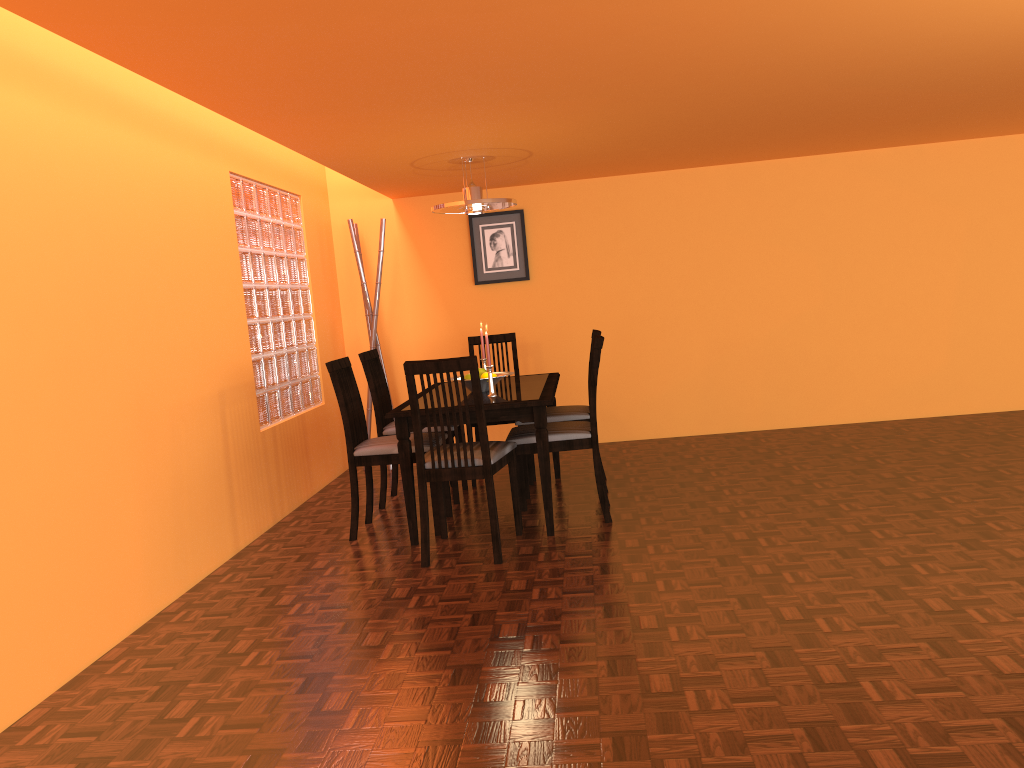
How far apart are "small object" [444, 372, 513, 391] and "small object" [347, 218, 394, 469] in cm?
154

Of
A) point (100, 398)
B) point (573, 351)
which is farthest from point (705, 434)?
point (100, 398)

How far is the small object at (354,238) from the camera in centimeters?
549cm

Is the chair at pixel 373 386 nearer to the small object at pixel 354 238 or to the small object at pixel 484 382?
the small object at pixel 484 382

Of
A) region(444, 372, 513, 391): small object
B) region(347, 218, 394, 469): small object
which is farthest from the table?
region(347, 218, 394, 469): small object

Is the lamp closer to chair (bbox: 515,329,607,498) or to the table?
the table

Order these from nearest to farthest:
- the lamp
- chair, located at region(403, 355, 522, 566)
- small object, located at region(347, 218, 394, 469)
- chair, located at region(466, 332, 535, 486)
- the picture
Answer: chair, located at region(403, 355, 522, 566) < the lamp < chair, located at region(466, 332, 535, 486) < small object, located at region(347, 218, 394, 469) < the picture

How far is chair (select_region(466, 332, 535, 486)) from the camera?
5.2 meters

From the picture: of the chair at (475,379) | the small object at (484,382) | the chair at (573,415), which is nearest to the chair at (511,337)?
the chair at (573,415)

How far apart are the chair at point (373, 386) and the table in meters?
0.6 m
